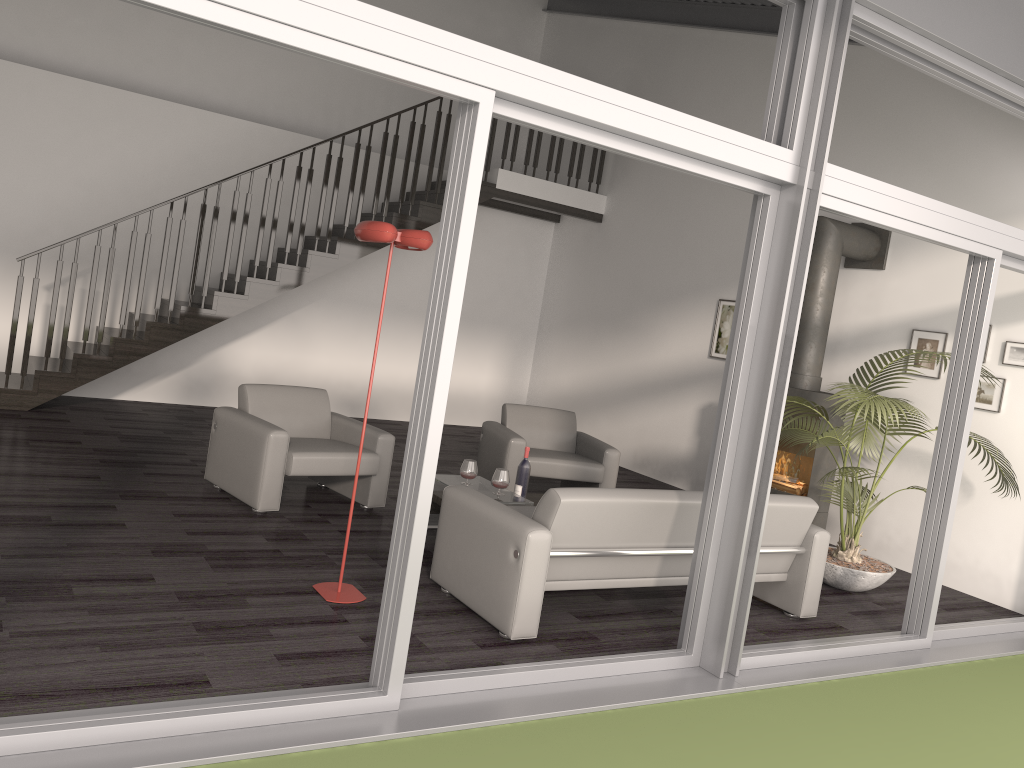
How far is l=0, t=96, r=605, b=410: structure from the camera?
7.63m

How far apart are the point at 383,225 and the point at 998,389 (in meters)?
4.71

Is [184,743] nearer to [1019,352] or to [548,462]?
[548,462]

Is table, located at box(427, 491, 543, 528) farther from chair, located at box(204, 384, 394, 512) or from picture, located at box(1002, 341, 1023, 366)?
picture, located at box(1002, 341, 1023, 366)

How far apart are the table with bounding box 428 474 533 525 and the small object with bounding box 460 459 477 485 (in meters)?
0.08

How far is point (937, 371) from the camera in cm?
670

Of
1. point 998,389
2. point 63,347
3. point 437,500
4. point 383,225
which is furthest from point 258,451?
point 998,389

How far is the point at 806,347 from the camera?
7.0 meters

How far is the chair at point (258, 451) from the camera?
5.5m

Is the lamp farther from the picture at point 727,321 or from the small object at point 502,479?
the picture at point 727,321
